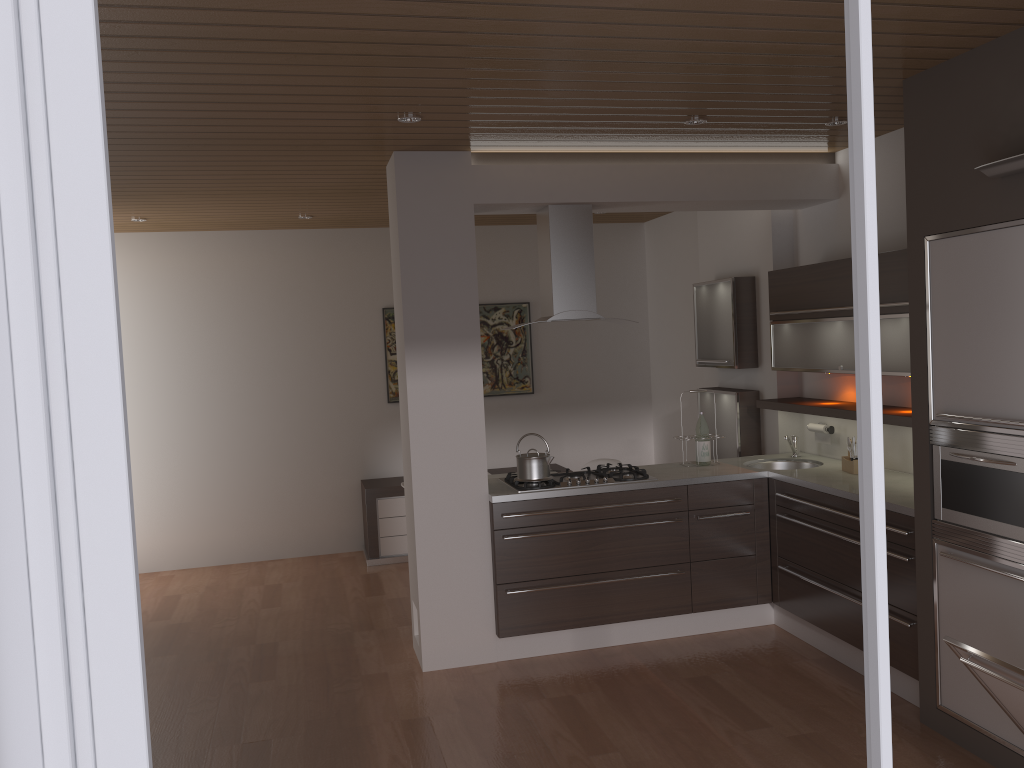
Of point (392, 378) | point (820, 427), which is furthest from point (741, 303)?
point (392, 378)

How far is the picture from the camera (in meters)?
7.47

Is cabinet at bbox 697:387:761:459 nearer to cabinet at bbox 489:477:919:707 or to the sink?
the sink

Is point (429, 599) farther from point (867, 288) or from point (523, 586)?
point (867, 288)

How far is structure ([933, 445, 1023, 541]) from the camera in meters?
3.2

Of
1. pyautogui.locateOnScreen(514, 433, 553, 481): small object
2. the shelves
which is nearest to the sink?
the shelves

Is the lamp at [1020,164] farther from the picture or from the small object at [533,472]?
the picture

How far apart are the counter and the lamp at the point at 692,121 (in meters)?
1.89

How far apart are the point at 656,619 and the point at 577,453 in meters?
3.0 m

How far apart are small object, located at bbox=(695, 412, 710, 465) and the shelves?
0.5m
